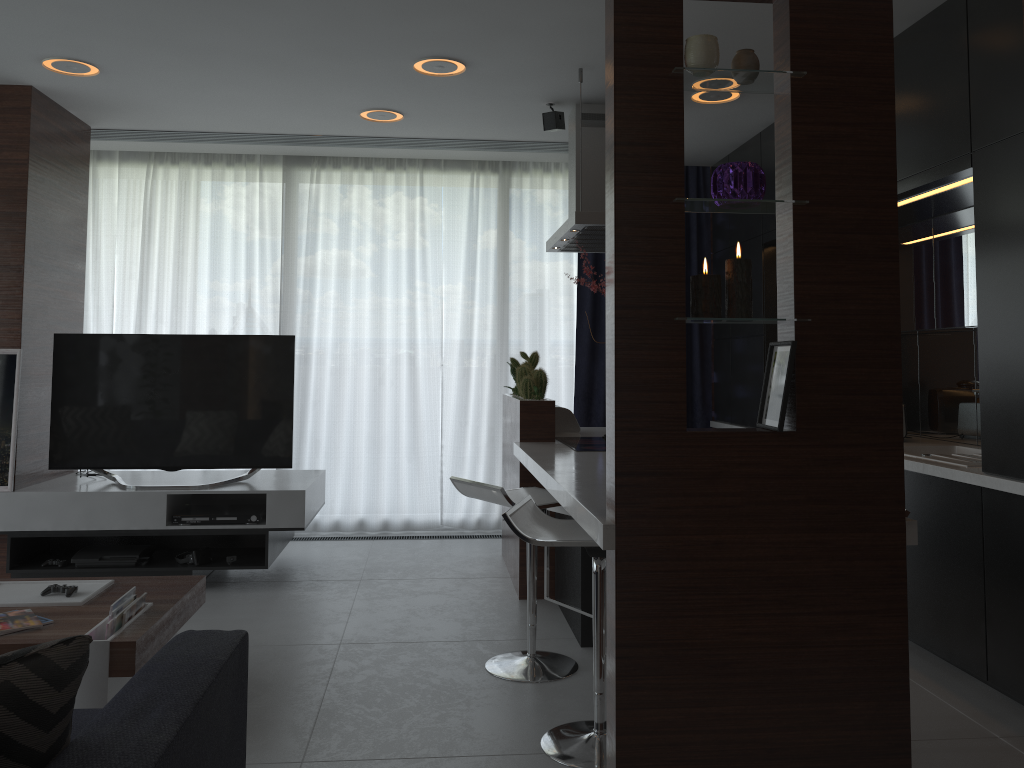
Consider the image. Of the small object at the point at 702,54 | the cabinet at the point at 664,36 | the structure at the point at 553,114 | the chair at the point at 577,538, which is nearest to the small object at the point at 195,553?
the cabinet at the point at 664,36

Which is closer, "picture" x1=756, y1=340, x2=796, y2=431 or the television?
"picture" x1=756, y1=340, x2=796, y2=431

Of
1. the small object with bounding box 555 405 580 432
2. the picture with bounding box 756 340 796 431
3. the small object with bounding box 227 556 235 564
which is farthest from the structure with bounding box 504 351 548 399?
the picture with bounding box 756 340 796 431

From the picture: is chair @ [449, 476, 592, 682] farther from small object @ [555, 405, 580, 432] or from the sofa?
small object @ [555, 405, 580, 432]

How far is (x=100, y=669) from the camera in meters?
2.6

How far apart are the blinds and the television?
1.2m

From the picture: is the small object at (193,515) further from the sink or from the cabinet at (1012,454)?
the sink

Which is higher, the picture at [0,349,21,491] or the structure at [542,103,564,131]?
the structure at [542,103,564,131]

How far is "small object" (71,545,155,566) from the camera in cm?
441

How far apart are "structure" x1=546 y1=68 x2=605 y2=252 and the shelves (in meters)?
1.84
